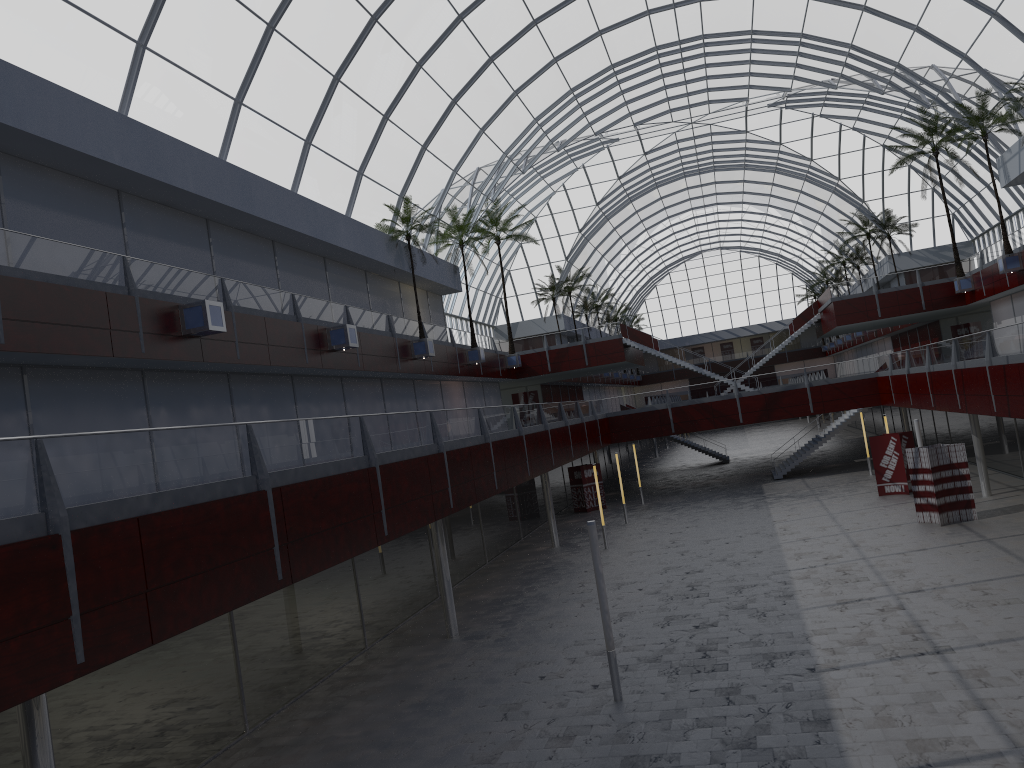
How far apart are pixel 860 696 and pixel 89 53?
27.67m
